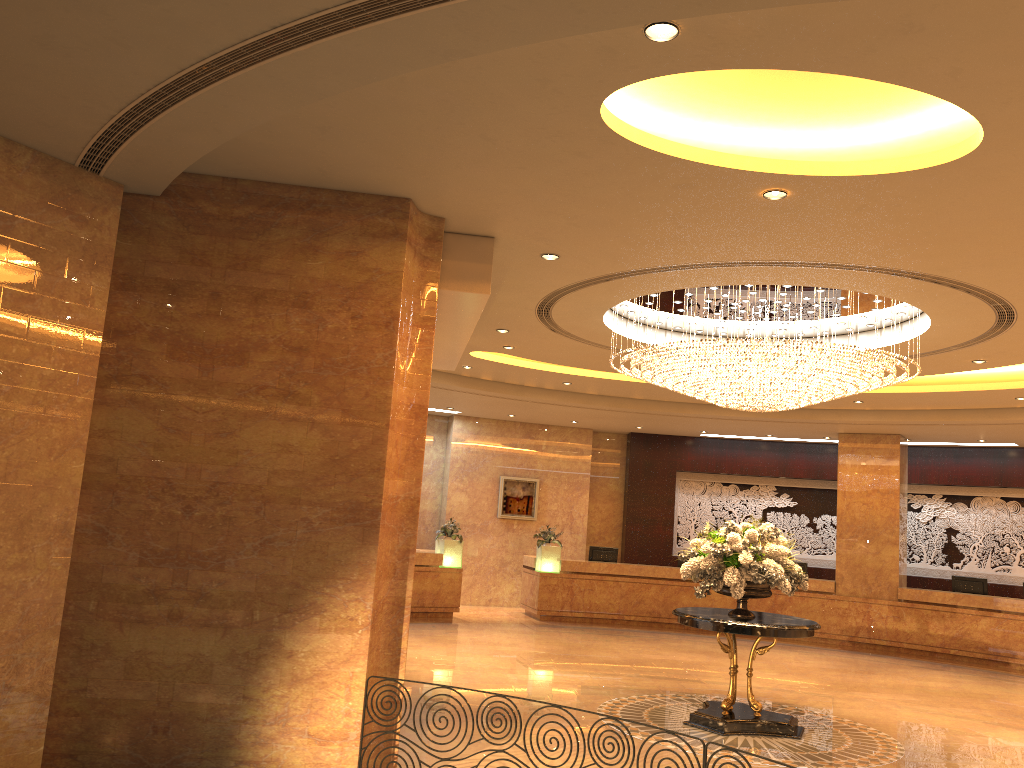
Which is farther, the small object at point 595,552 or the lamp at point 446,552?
the small object at point 595,552

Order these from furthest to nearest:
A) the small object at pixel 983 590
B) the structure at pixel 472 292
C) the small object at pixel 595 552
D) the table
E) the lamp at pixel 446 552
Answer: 1. the small object at pixel 595 552
2. the lamp at pixel 446 552
3. the small object at pixel 983 590
4. the table
5. the structure at pixel 472 292

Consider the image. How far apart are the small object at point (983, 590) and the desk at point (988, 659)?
0.5m

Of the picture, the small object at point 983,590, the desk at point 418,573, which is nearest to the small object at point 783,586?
the desk at point 418,573

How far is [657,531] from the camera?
19.6m

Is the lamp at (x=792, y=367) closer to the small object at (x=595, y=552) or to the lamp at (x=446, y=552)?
the lamp at (x=446, y=552)

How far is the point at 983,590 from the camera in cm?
1589

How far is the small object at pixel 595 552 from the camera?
17.8 meters

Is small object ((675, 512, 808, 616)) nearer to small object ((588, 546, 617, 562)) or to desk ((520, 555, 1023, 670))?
desk ((520, 555, 1023, 670))

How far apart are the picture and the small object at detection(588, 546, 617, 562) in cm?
186
